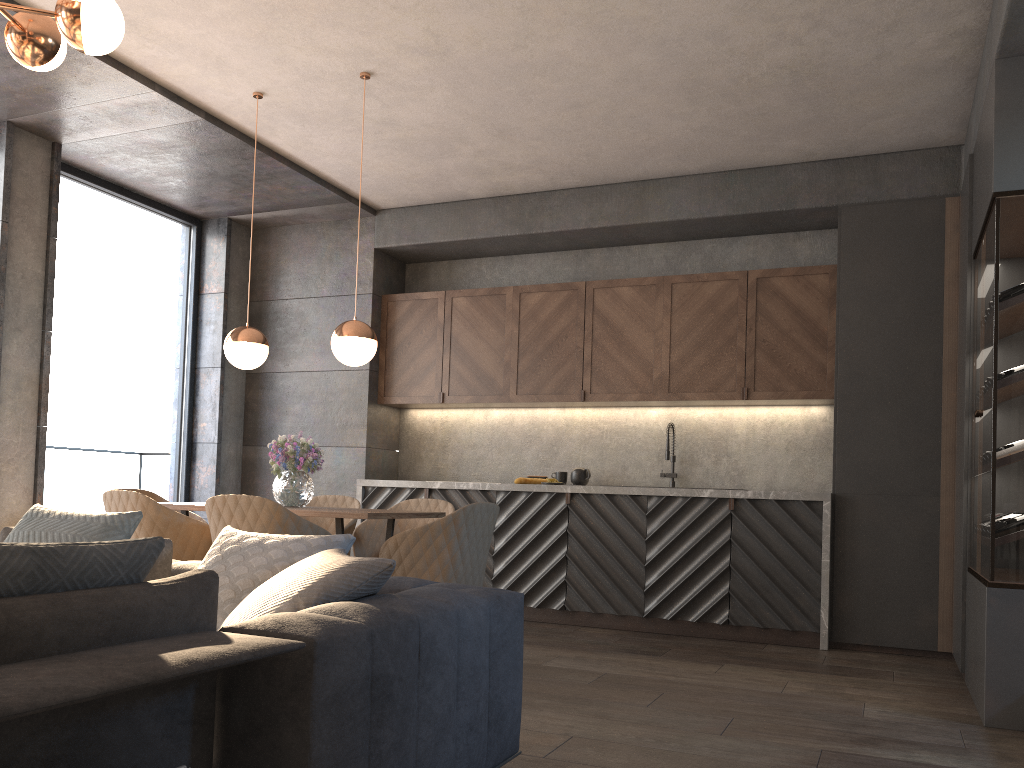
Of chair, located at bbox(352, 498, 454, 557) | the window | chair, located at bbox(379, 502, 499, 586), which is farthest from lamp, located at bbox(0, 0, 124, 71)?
the window

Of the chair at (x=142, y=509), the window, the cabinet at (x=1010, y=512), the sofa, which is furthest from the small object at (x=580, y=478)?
the sofa

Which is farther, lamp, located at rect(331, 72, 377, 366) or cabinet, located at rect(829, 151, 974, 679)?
cabinet, located at rect(829, 151, 974, 679)

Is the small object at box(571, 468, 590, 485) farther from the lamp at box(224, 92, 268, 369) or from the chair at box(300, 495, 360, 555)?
the lamp at box(224, 92, 268, 369)

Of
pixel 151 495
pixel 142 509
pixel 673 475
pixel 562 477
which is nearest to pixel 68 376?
pixel 151 495

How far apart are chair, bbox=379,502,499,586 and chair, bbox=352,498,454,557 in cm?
85

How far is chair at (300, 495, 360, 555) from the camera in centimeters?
515cm

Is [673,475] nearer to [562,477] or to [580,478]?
[580,478]

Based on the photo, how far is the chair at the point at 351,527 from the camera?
5.1 meters

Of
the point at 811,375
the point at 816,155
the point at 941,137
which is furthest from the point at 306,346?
the point at 941,137
